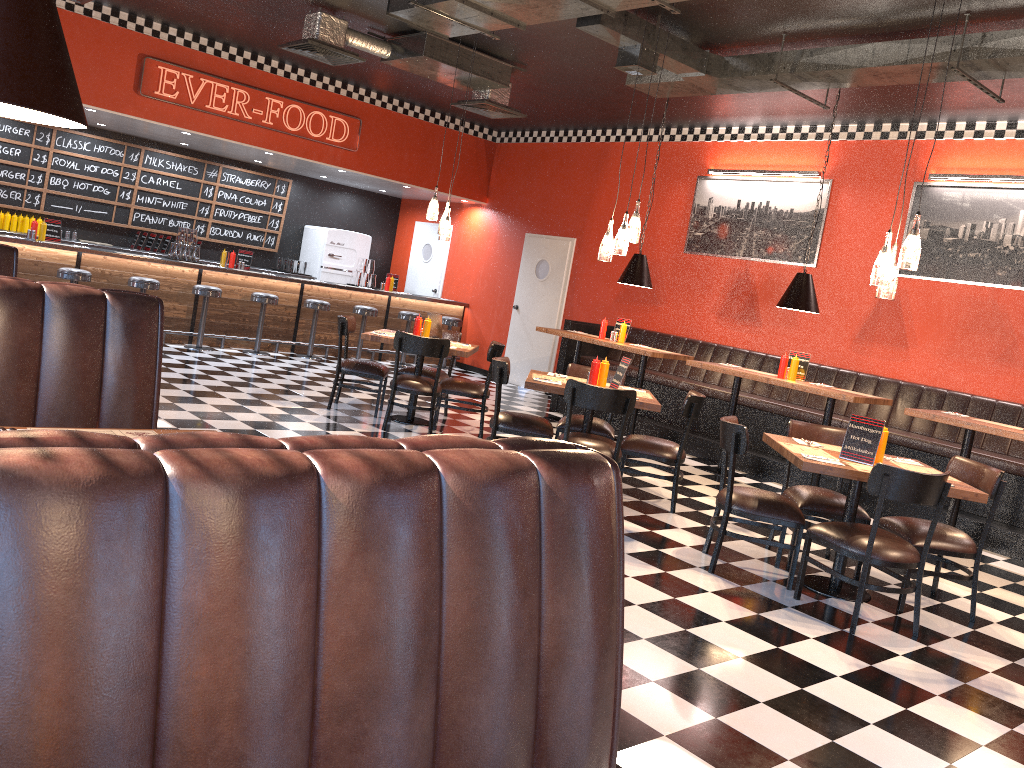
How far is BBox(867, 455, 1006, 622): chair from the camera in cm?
494

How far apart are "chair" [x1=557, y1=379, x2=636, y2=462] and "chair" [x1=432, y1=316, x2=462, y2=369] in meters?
7.1

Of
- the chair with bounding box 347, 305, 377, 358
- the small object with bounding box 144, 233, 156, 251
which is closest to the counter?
the small object with bounding box 144, 233, 156, 251

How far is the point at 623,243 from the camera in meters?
6.4

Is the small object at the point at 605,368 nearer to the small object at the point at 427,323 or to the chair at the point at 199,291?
the small object at the point at 427,323

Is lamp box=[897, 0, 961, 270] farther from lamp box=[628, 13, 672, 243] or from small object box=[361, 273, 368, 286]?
small object box=[361, 273, 368, 286]

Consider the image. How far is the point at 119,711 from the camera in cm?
102

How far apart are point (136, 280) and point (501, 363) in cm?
562

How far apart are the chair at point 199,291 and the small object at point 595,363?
5.9 meters

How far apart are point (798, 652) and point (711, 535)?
1.4m
